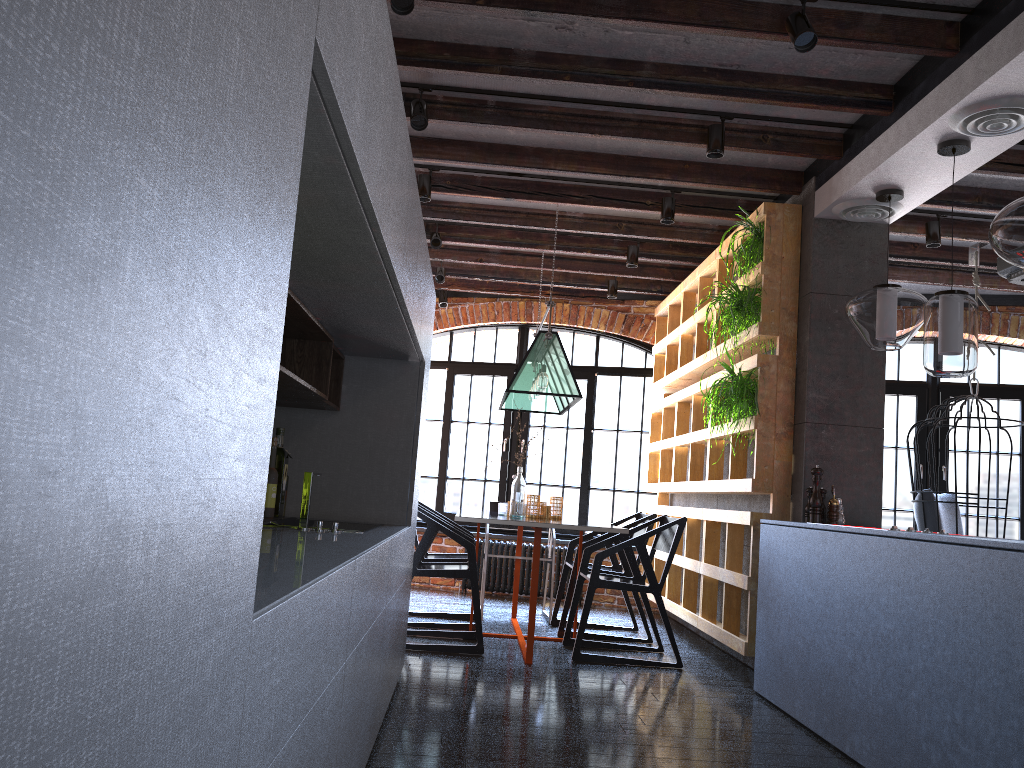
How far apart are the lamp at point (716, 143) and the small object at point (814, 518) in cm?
158

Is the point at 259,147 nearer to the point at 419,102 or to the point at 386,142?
the point at 386,142

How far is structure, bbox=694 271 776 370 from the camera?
4.70m

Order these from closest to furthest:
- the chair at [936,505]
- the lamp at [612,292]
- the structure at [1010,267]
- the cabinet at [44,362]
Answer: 1. the cabinet at [44,362]
2. the structure at [1010,267]
3. the chair at [936,505]
4. the lamp at [612,292]

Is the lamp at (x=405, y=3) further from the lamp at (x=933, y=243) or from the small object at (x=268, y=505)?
the lamp at (x=933, y=243)

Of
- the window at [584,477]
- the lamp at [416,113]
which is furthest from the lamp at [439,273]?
the lamp at [416,113]

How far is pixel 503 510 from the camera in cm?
556

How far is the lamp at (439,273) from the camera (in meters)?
7.10

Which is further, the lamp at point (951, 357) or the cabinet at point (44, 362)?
the lamp at point (951, 357)

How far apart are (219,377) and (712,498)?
5.6m
